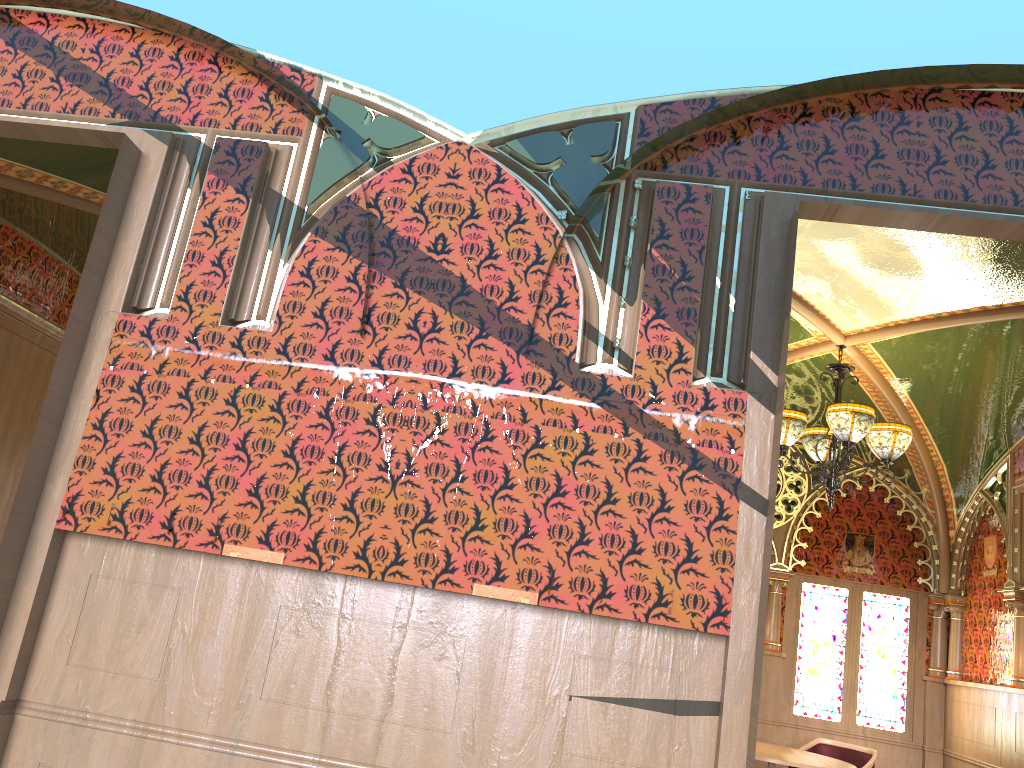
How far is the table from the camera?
6.0m

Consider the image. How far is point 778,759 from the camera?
5.98m

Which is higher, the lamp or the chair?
the lamp

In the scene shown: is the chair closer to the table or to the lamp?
the table

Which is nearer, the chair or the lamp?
the lamp

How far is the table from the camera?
6.0m

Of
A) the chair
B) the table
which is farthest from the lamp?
the chair

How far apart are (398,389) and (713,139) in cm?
151

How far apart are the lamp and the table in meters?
1.8 m

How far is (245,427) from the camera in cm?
308
